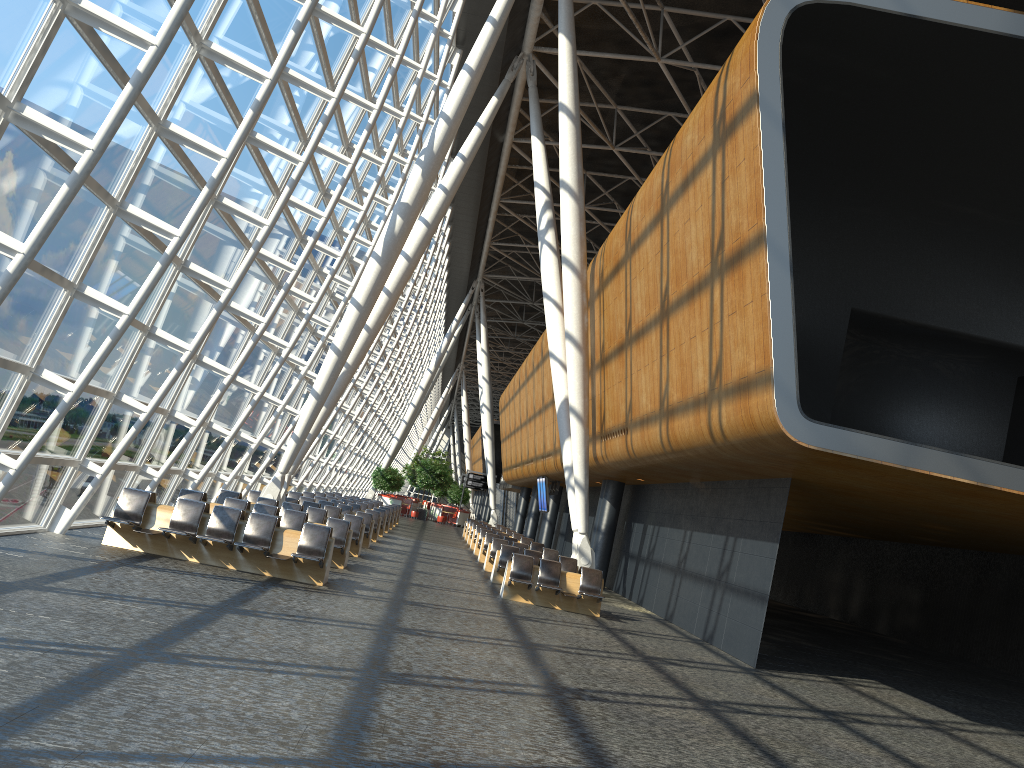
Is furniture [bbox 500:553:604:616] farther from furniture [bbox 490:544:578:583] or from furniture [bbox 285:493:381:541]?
furniture [bbox 285:493:381:541]

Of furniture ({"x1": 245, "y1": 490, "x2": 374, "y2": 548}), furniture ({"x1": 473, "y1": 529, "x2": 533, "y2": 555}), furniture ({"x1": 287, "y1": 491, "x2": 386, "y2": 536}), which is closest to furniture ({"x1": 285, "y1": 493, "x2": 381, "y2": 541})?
furniture ({"x1": 245, "y1": 490, "x2": 374, "y2": 548})

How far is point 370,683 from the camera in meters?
7.3

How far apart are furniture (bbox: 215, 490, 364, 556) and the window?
0.90m

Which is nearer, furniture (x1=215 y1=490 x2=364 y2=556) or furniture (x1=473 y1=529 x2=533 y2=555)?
furniture (x1=215 y1=490 x2=364 y2=556)

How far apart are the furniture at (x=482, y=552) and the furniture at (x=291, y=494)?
4.2m

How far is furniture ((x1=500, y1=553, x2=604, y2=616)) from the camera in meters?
16.4

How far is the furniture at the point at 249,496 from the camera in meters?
21.9

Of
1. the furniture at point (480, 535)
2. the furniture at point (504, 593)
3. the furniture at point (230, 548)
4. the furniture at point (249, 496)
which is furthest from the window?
the furniture at point (480, 535)

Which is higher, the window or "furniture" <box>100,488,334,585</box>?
the window
